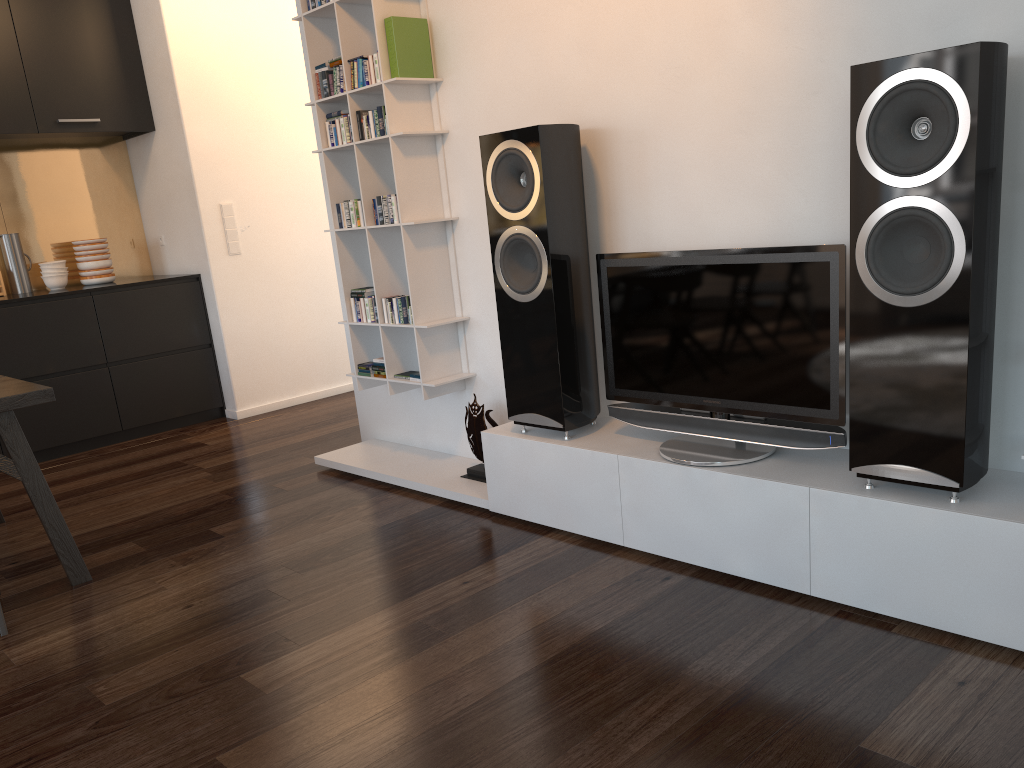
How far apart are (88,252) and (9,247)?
0.4m

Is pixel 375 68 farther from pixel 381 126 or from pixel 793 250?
pixel 793 250

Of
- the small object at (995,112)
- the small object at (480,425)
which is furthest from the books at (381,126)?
the small object at (995,112)

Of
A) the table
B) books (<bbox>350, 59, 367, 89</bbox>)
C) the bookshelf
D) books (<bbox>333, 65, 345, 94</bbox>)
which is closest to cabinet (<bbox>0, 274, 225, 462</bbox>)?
the table

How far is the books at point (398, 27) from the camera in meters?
3.3 m

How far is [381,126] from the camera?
3.49m

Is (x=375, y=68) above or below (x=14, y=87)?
below

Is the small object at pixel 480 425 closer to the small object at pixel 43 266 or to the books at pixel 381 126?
the books at pixel 381 126

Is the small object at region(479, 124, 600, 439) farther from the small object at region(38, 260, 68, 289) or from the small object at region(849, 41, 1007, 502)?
the small object at region(38, 260, 68, 289)

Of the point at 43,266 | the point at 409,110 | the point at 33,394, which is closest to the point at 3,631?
the point at 33,394
